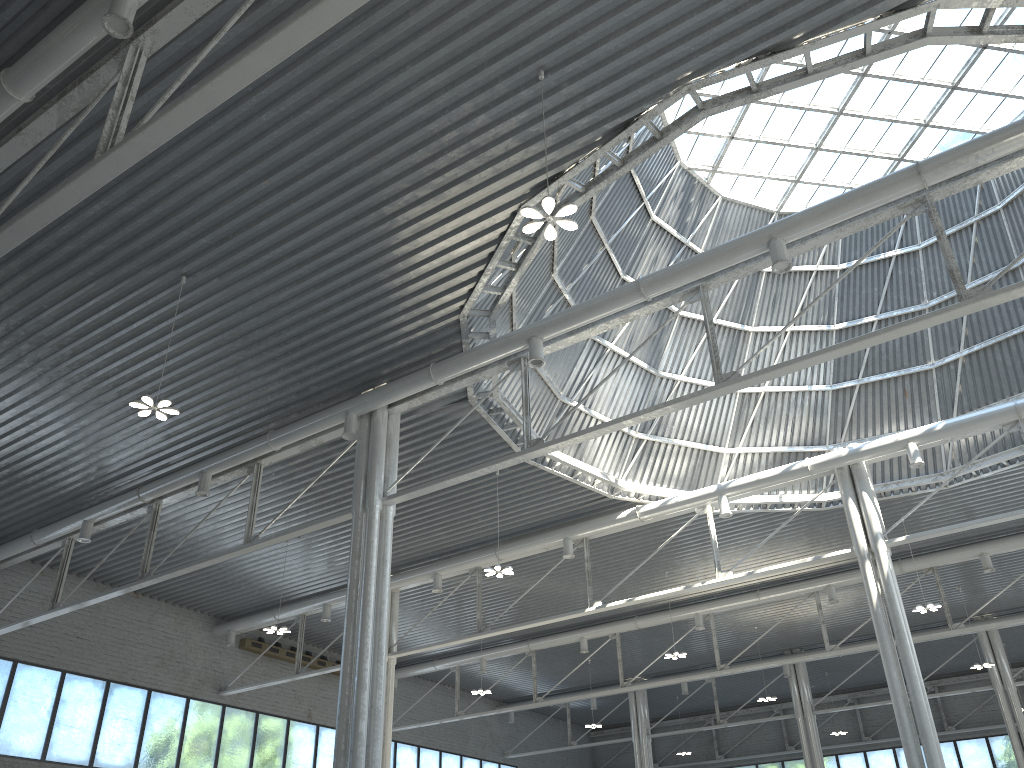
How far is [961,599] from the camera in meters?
47.7 m
